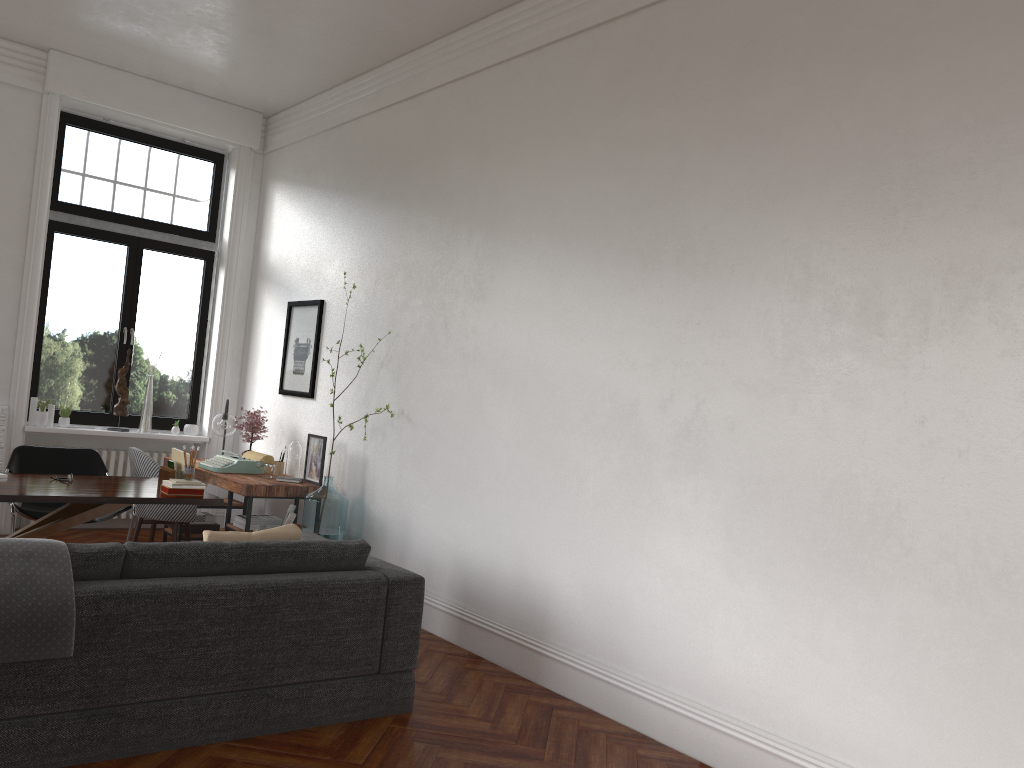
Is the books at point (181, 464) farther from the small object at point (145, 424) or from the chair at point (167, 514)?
the small object at point (145, 424)

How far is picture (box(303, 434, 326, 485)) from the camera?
6.7m

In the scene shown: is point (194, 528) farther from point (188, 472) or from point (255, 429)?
point (188, 472)

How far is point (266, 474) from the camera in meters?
6.8 m

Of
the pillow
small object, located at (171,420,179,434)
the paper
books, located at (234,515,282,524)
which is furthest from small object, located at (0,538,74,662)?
small object, located at (171,420,179,434)

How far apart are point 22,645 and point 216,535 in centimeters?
96cm

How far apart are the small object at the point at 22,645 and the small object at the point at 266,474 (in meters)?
3.46

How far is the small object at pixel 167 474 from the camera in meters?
5.6 m

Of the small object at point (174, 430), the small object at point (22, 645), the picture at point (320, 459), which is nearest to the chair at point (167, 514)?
the picture at point (320, 459)

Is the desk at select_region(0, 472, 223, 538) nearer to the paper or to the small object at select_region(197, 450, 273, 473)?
the paper
